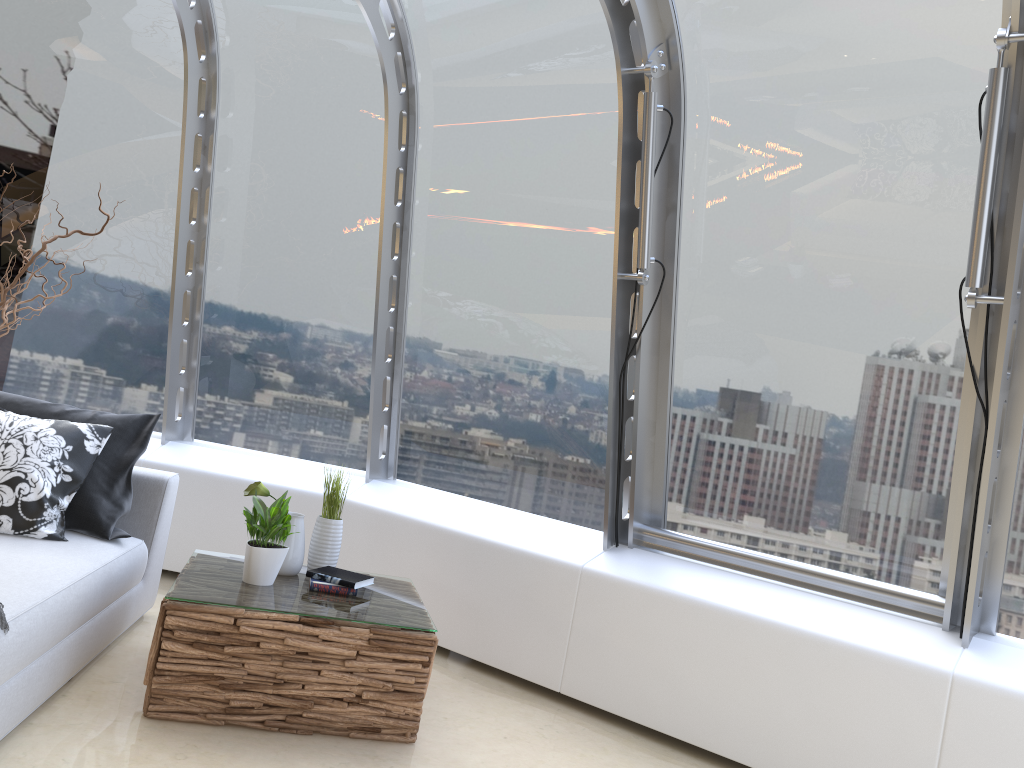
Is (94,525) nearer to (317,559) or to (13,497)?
(13,497)

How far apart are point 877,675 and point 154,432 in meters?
4.3 m

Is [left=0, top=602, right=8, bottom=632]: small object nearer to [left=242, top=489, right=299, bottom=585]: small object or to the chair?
the chair

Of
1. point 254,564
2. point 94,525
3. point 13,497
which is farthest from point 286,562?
point 13,497

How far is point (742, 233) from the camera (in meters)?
3.90

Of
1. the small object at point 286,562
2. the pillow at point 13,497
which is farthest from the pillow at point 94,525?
the small object at point 286,562

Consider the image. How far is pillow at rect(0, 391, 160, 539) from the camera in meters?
3.6 m

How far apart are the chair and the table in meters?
0.2 m

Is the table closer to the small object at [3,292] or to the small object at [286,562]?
the small object at [286,562]

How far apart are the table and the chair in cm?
25
